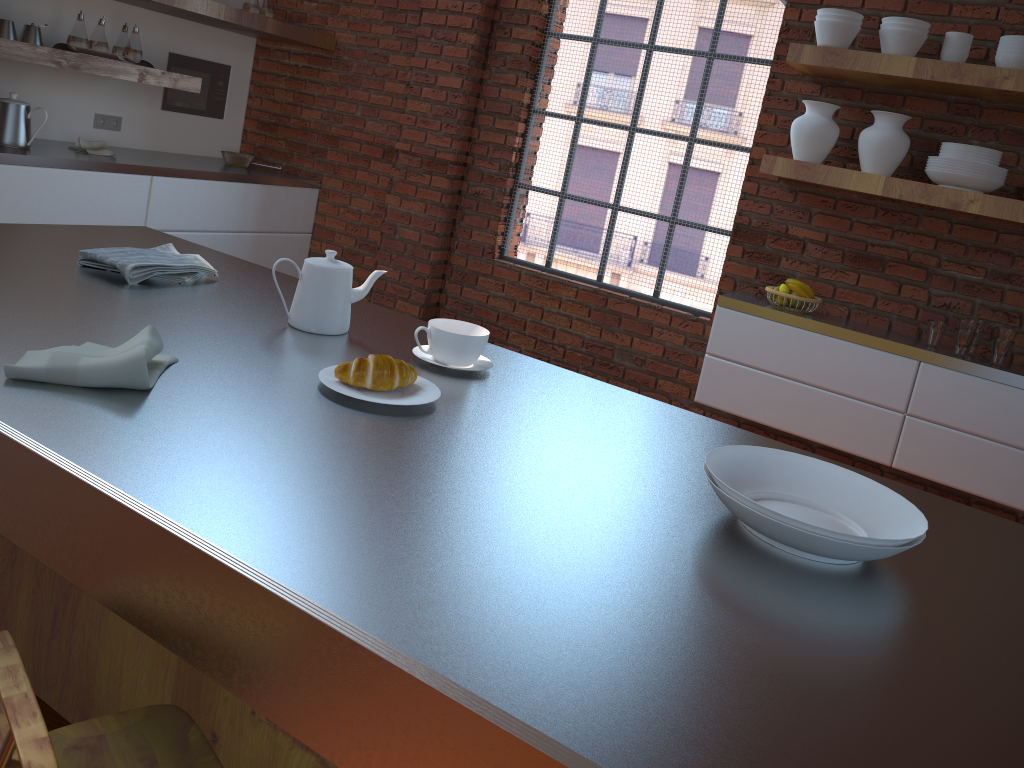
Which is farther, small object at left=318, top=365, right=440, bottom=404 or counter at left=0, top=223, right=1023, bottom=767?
small object at left=318, top=365, right=440, bottom=404

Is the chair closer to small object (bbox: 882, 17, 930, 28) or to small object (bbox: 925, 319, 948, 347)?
small object (bbox: 925, 319, 948, 347)

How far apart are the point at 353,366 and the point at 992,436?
2.8m

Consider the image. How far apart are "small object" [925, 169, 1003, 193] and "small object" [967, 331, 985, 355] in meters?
0.5 m

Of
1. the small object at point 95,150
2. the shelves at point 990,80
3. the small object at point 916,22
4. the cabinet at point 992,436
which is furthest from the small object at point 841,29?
the small object at point 95,150

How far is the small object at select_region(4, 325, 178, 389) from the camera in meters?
1.2 m

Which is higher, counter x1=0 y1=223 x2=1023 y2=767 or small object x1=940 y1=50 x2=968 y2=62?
small object x1=940 y1=50 x2=968 y2=62

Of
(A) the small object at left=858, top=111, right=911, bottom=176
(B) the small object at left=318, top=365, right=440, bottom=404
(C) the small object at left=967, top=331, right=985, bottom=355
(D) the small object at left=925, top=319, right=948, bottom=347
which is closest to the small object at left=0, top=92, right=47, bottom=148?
(B) the small object at left=318, top=365, right=440, bottom=404

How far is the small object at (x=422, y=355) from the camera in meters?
1.6 m

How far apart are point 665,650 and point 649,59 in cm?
380
